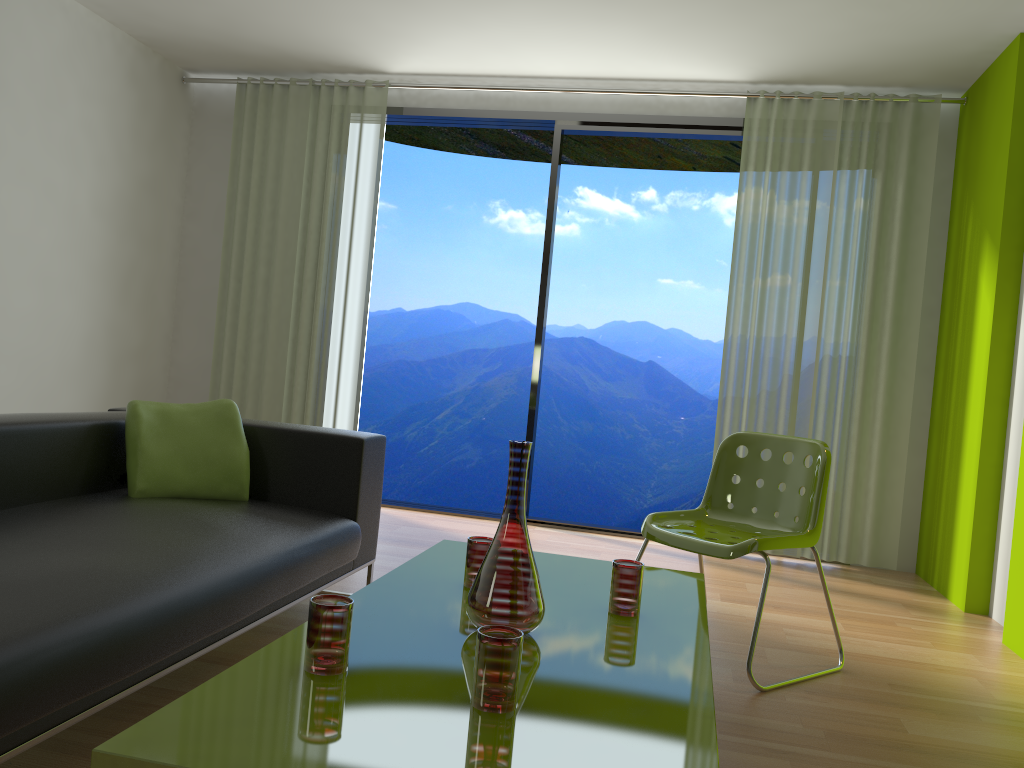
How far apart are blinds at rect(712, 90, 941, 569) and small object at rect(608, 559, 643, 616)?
3.0m

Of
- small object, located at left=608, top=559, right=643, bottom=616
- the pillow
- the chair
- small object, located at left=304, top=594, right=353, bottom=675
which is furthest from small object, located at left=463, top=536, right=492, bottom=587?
the pillow

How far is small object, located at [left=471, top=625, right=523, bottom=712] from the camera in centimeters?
140cm

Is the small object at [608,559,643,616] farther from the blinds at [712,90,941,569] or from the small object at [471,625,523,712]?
the blinds at [712,90,941,569]

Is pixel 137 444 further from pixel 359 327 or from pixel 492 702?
pixel 359 327

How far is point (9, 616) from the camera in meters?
1.6 m

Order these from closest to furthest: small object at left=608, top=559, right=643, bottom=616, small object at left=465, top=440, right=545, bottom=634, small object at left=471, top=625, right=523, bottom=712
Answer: small object at left=471, top=625, right=523, bottom=712 → small object at left=465, top=440, right=545, bottom=634 → small object at left=608, top=559, right=643, bottom=616

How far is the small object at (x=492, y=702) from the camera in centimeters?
140cm

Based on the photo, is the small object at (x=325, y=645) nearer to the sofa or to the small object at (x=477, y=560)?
the sofa

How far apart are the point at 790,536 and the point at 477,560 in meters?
1.2
